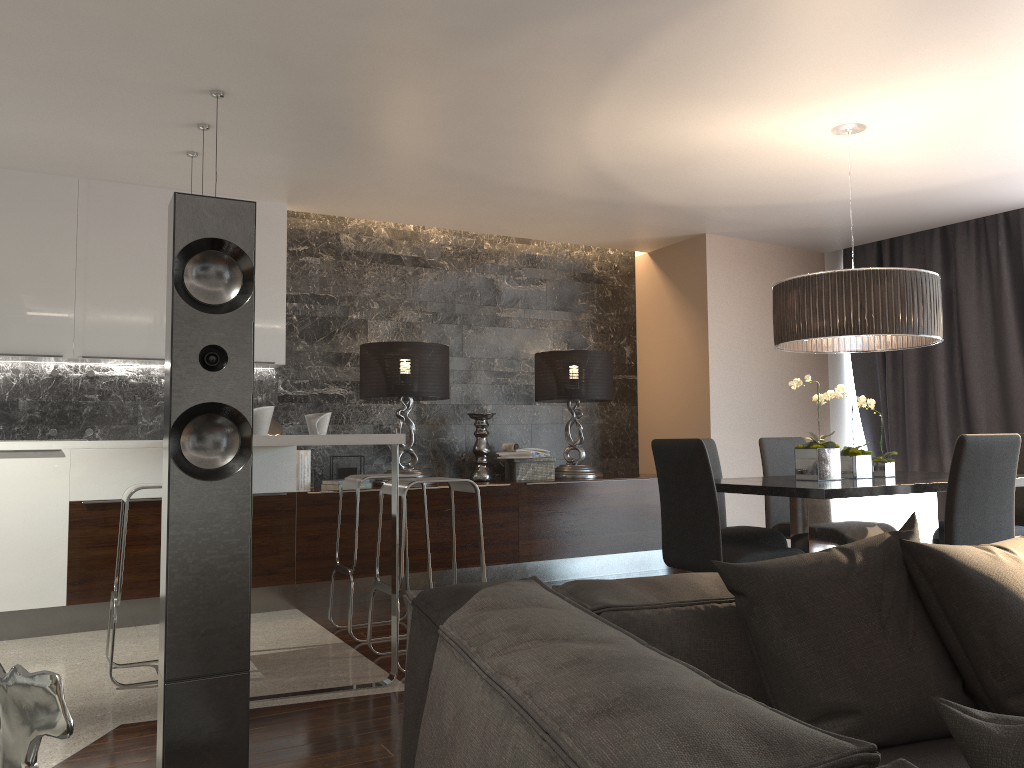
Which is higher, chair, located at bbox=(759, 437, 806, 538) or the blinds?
the blinds

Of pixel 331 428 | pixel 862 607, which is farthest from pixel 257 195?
pixel 862 607

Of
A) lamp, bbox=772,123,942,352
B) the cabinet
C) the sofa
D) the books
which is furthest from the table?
the books

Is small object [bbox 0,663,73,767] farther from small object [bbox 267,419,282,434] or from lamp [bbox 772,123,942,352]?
small object [bbox 267,419,282,434]

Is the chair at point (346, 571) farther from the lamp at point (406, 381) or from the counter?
the lamp at point (406, 381)

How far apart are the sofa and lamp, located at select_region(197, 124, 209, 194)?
3.4 meters

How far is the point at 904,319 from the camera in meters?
3.8

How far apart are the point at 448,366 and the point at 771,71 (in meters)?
3.08

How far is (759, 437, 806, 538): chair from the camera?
5.0 meters

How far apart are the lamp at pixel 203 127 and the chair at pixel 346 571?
1.91m
